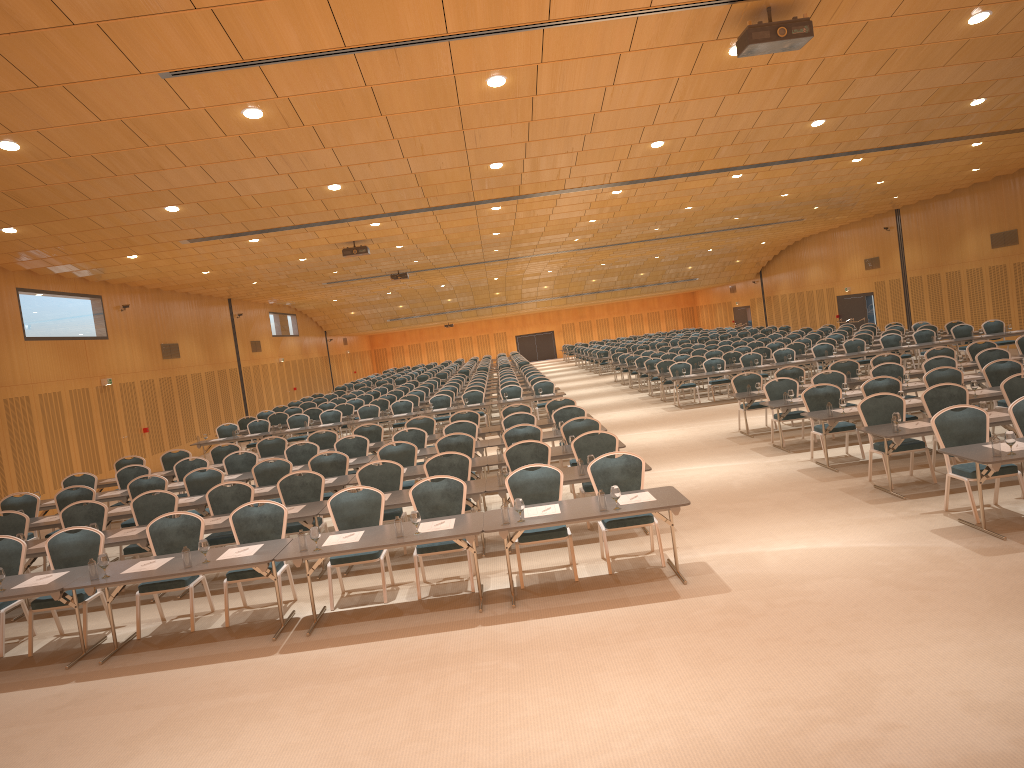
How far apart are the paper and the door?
27.9m

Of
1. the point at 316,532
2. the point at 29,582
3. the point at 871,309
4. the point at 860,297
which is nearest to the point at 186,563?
the point at 316,532

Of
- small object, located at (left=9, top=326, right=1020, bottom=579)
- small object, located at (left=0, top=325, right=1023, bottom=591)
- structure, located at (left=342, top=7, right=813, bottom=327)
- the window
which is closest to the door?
the window

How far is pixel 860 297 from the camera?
36.9m

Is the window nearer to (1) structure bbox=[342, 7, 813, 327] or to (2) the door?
(2) the door

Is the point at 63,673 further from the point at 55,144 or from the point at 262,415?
the point at 262,415

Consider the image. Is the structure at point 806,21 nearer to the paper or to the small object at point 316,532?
the small object at point 316,532

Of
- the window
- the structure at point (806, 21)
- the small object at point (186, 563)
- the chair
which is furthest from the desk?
the window

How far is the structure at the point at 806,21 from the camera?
7.9 meters

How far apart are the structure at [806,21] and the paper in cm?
420
